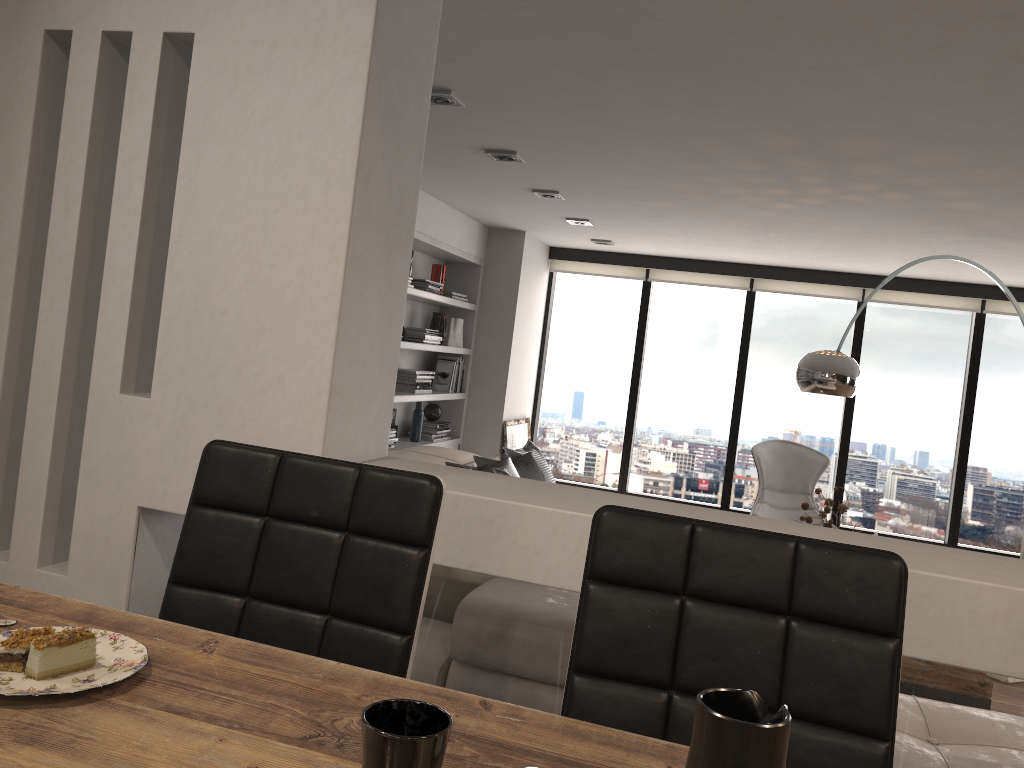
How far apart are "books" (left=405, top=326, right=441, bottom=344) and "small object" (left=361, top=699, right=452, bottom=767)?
5.2 meters

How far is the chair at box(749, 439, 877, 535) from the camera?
6.34m

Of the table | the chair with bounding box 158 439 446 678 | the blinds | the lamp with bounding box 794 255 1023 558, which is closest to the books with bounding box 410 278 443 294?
the blinds

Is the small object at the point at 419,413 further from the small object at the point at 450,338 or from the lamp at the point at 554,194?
the lamp at the point at 554,194

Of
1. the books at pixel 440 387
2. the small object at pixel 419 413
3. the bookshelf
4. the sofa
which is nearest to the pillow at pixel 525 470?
the sofa

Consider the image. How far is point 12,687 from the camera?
0.8m

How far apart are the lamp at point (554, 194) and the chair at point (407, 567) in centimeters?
375cm

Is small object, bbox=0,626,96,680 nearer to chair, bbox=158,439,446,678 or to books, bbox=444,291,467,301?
chair, bbox=158,439,446,678

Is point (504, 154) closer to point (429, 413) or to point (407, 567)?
point (429, 413)

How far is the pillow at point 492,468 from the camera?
4.66m
